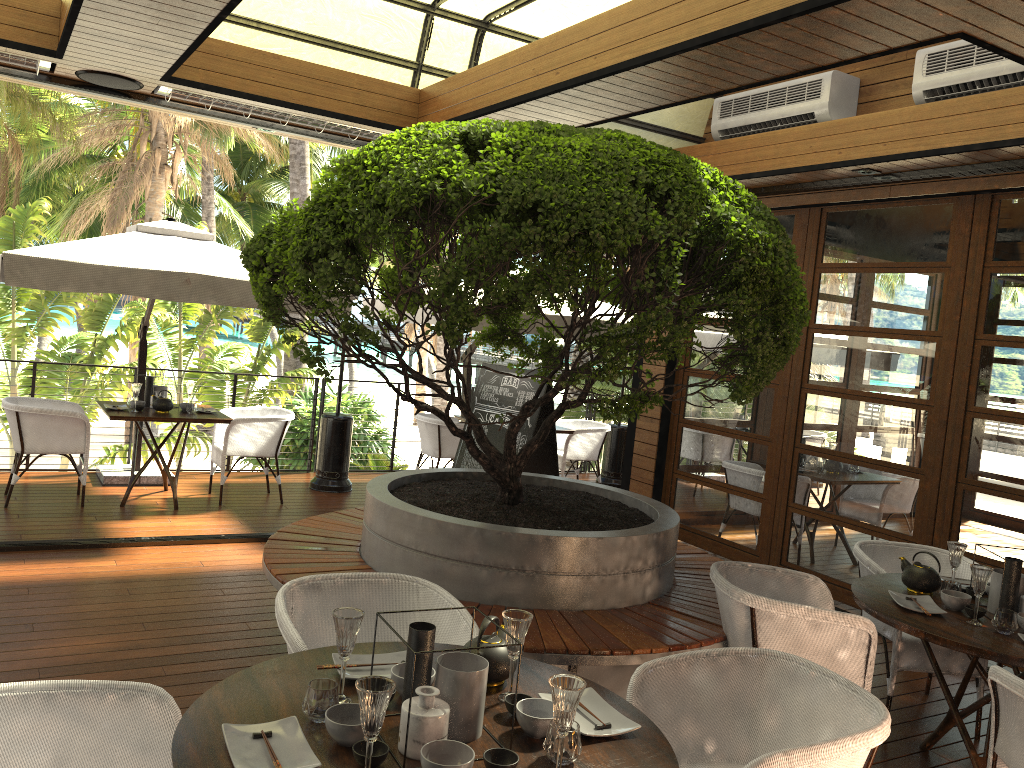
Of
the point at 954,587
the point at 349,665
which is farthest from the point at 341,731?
the point at 954,587

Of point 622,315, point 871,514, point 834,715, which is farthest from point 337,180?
point 622,315

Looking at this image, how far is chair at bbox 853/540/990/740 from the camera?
4.20m

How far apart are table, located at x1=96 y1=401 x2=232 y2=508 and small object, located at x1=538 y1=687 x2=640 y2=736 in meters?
5.4

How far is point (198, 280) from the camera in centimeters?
630cm

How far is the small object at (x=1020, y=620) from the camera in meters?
3.4 m

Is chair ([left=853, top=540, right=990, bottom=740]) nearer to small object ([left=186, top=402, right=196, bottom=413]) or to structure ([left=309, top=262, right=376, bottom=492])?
structure ([left=309, top=262, right=376, bottom=492])

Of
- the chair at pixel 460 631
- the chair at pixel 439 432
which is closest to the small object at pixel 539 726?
the chair at pixel 460 631

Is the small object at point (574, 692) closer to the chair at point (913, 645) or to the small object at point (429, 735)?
the small object at point (429, 735)

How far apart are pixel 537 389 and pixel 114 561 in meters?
3.2 m
